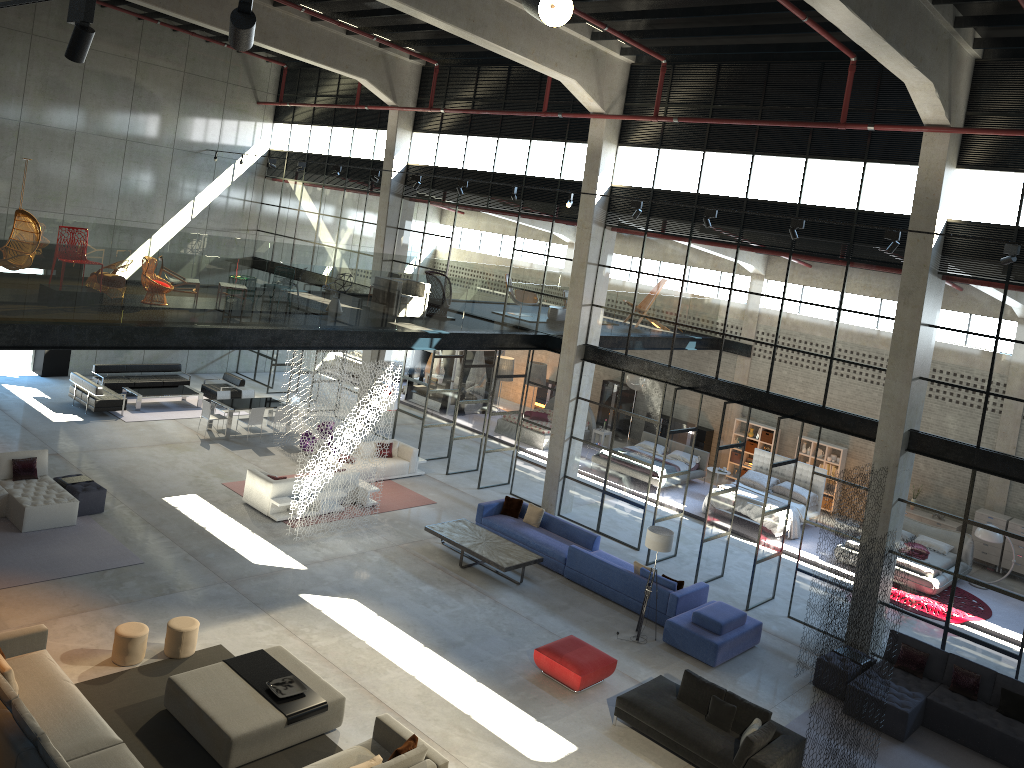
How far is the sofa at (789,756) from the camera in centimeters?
1091cm

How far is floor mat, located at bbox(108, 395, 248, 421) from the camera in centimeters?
2228cm

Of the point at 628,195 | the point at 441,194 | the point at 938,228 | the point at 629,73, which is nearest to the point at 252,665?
the point at 628,195

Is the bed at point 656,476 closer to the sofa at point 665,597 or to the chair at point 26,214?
the sofa at point 665,597

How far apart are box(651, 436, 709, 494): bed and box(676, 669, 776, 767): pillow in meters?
10.6

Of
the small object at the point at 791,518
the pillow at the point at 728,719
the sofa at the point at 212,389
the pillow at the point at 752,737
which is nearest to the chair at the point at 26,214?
the sofa at the point at 212,389

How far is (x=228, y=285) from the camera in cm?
1566

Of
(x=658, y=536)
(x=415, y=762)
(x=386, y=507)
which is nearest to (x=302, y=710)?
(x=415, y=762)

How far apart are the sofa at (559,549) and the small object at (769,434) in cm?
928

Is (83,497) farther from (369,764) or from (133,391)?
(369,764)
